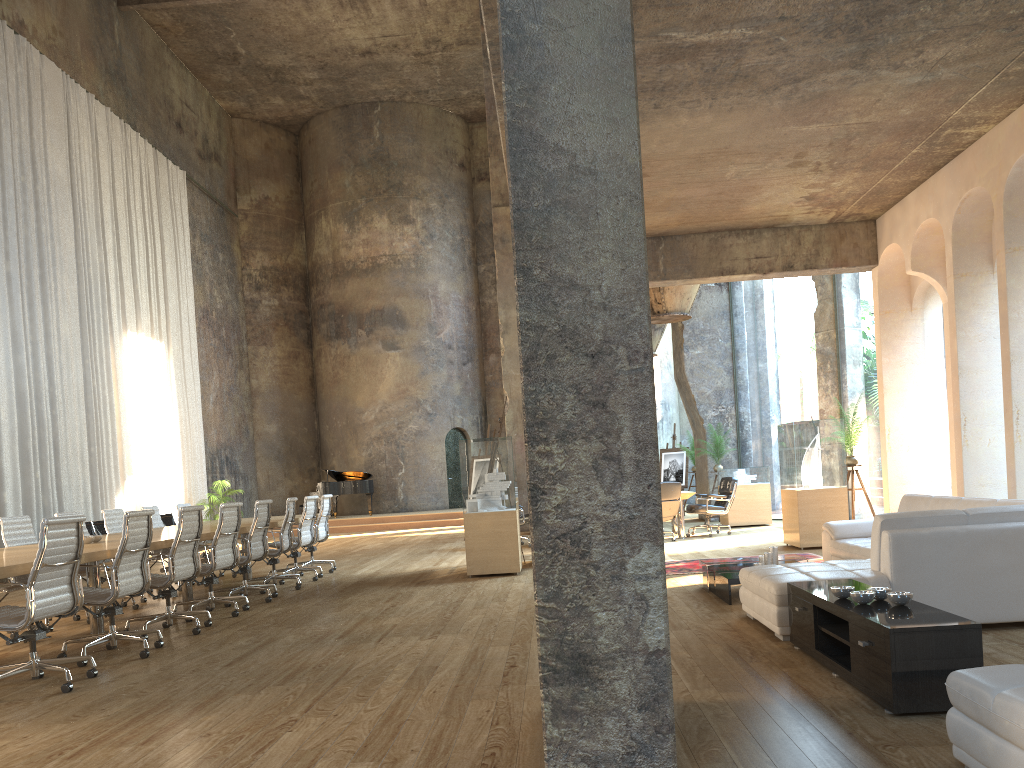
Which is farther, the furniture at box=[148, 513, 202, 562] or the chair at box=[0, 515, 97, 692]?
the furniture at box=[148, 513, 202, 562]

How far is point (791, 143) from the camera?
7.99m

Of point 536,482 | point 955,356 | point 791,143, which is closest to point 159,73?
point 791,143

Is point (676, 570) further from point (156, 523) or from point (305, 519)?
point (156, 523)

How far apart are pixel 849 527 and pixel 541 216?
5.7m

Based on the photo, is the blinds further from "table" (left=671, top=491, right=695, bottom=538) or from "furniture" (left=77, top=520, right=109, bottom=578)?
"table" (left=671, top=491, right=695, bottom=538)

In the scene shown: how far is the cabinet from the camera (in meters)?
3.49

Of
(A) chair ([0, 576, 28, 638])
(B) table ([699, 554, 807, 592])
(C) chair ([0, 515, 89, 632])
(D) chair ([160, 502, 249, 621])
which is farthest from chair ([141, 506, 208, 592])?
(B) table ([699, 554, 807, 592])

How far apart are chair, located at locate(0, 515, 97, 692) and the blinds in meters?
8.7 m

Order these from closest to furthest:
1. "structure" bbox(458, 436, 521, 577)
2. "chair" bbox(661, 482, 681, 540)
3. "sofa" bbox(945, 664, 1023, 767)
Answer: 1. "sofa" bbox(945, 664, 1023, 767)
2. "structure" bbox(458, 436, 521, 577)
3. "chair" bbox(661, 482, 681, 540)
